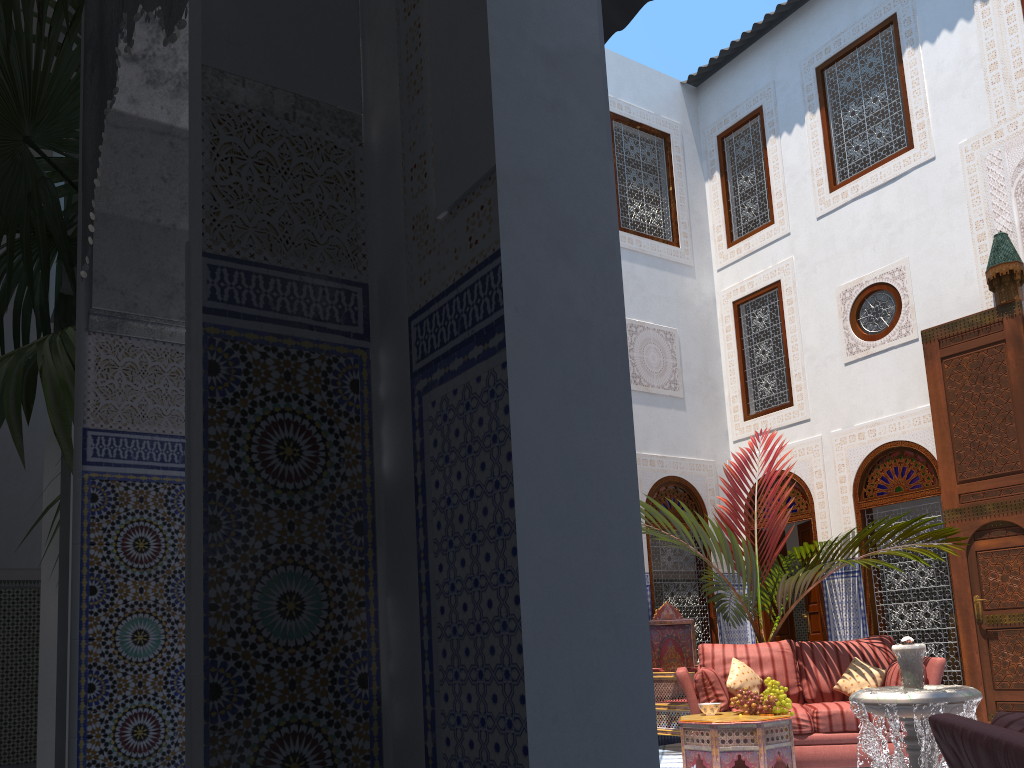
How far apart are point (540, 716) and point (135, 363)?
1.9 meters

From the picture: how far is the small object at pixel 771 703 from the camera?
4.1 meters

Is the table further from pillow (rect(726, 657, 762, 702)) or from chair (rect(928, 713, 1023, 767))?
chair (rect(928, 713, 1023, 767))

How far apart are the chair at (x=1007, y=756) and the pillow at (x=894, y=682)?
3.2 meters

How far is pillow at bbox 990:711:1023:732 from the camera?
1.4 meters

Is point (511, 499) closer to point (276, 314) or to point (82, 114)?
point (276, 314)

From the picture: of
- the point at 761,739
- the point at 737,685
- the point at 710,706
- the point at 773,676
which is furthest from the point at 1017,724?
the point at 773,676

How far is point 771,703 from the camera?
4.07m

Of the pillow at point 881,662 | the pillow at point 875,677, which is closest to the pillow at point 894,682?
the pillow at point 875,677

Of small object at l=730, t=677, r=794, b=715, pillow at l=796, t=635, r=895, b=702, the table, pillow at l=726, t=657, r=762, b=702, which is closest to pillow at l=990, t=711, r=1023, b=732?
the table
